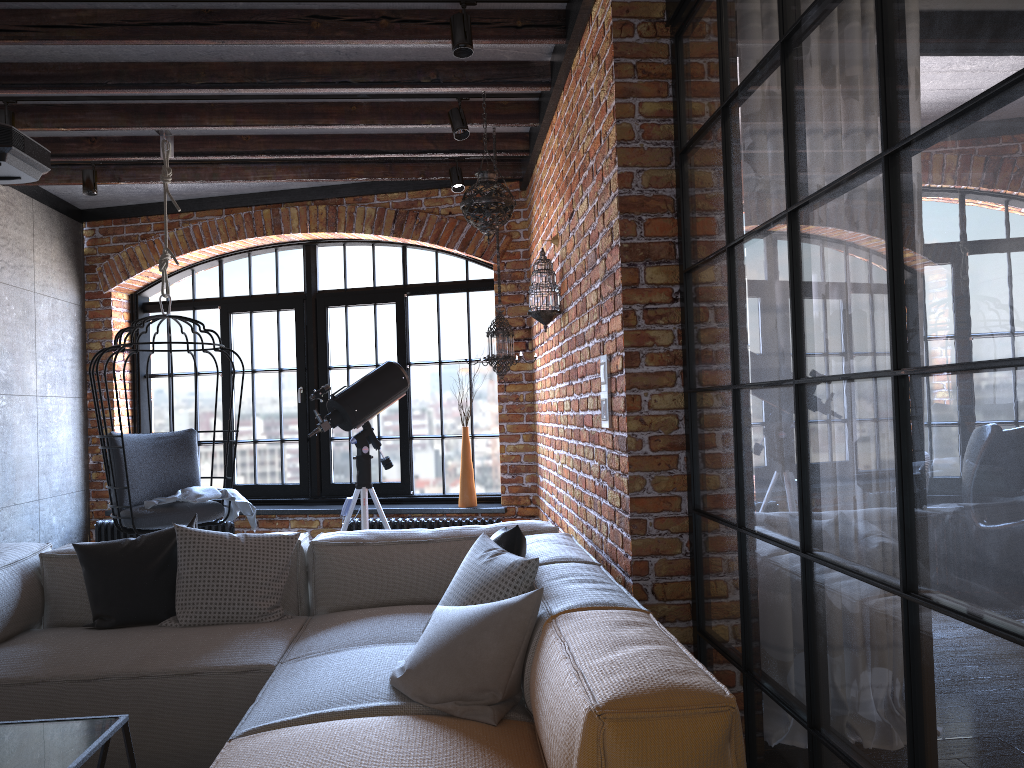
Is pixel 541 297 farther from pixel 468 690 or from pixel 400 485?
pixel 400 485

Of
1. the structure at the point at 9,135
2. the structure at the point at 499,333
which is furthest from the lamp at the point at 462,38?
the structure at the point at 9,135

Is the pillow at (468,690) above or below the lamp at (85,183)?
below

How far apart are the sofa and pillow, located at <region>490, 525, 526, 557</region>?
0.08m

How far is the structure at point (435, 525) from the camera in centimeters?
563cm

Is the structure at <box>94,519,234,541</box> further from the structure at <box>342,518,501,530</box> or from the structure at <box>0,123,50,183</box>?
the structure at <box>0,123,50,183</box>

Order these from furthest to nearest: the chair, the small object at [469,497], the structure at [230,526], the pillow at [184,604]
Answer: the structure at [230,526] < the small object at [469,497] < the chair < the pillow at [184,604]

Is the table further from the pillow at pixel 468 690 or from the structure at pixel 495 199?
the structure at pixel 495 199

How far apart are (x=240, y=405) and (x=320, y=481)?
1.5m

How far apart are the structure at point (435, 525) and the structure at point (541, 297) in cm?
177
